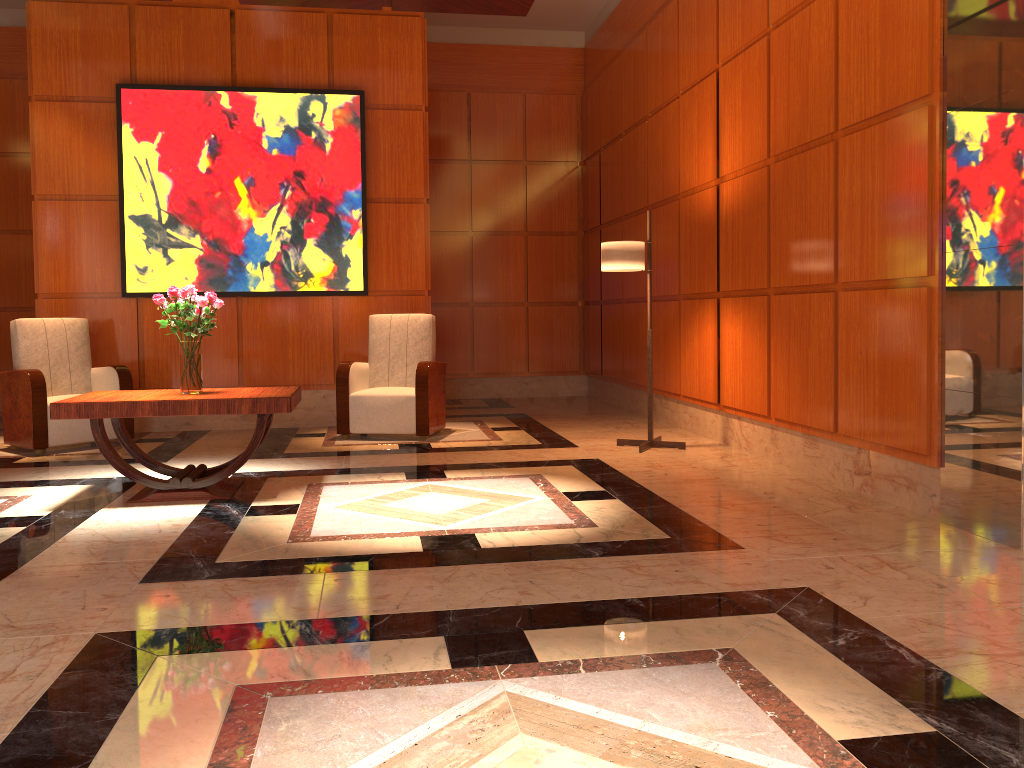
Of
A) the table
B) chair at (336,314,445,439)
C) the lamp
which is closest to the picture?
chair at (336,314,445,439)

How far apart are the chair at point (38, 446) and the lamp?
3.68m

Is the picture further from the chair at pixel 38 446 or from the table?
the table

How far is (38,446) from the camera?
6.2m

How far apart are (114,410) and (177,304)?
0.7 meters

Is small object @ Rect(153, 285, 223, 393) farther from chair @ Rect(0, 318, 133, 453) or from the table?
chair @ Rect(0, 318, 133, 453)

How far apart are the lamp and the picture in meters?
2.4 m

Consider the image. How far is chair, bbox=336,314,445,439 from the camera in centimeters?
672cm

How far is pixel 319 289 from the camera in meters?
7.5

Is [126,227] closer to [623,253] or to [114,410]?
[114,410]
